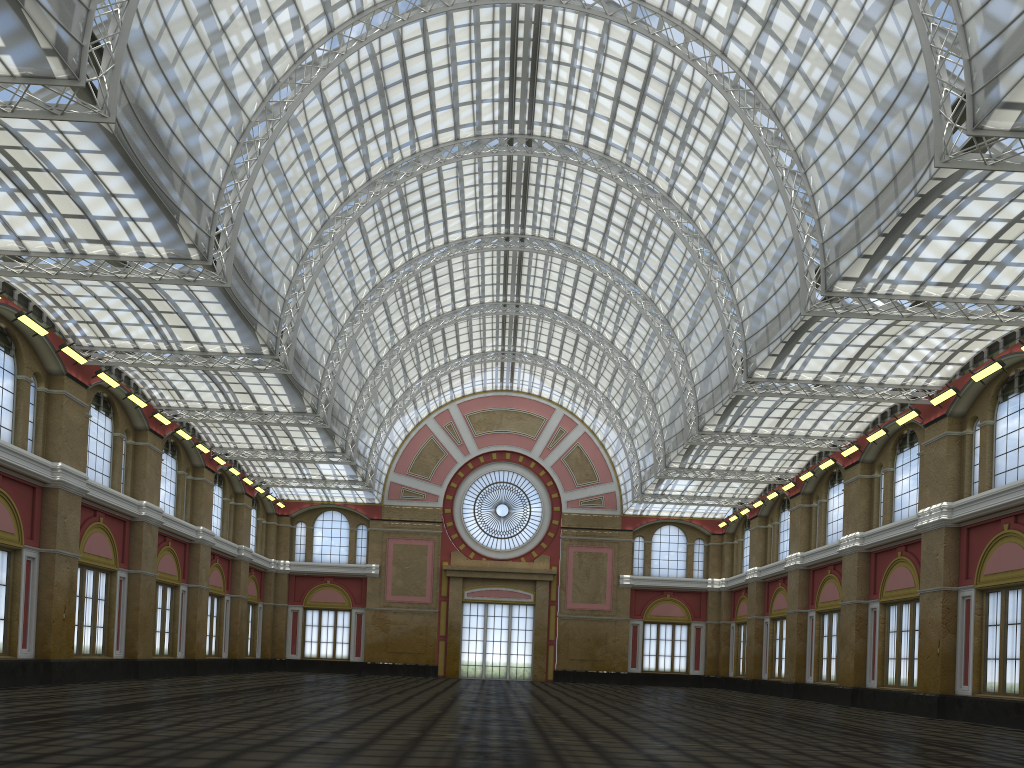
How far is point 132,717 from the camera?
20.5 meters
